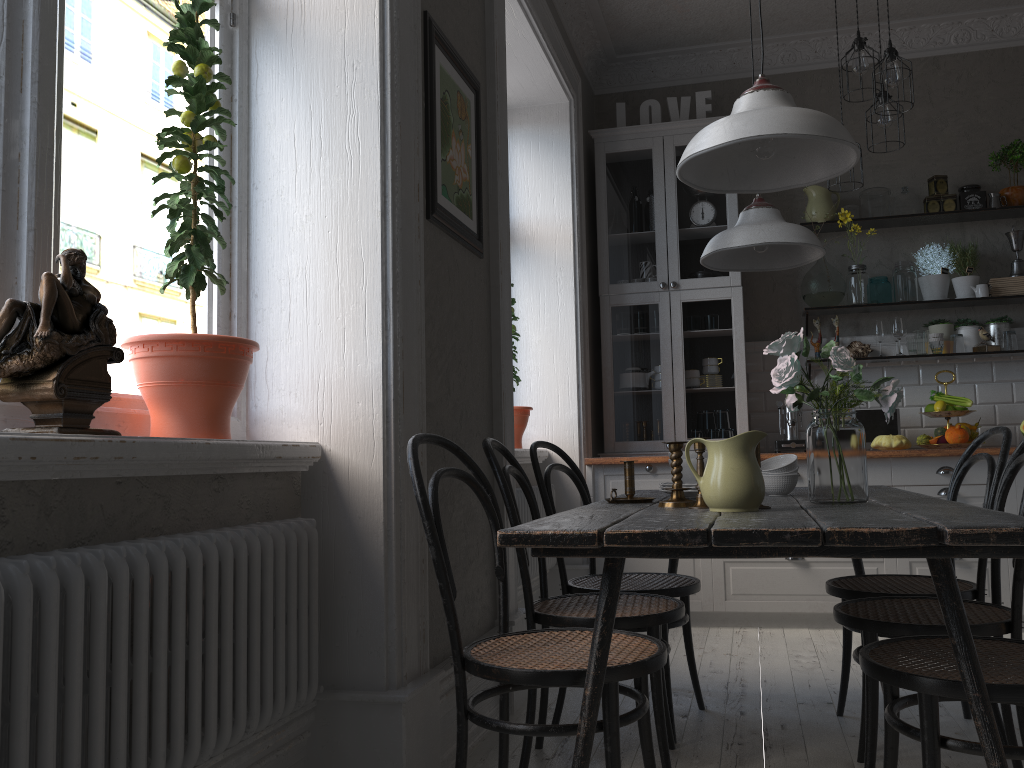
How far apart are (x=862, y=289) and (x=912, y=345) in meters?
0.4 m

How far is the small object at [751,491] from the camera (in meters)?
1.83

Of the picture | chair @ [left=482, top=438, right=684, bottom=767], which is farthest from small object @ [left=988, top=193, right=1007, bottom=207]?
chair @ [left=482, top=438, right=684, bottom=767]

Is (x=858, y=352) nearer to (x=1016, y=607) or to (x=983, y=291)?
(x=983, y=291)

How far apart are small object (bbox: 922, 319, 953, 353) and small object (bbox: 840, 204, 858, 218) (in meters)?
0.74

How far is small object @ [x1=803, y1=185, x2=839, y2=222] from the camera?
4.94m

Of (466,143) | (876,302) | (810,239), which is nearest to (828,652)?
(810,239)

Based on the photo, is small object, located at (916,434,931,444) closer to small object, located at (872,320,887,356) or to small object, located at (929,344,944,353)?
small object, located at (929,344,944,353)

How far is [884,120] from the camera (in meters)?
3.71

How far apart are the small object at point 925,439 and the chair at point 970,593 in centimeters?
194cm
